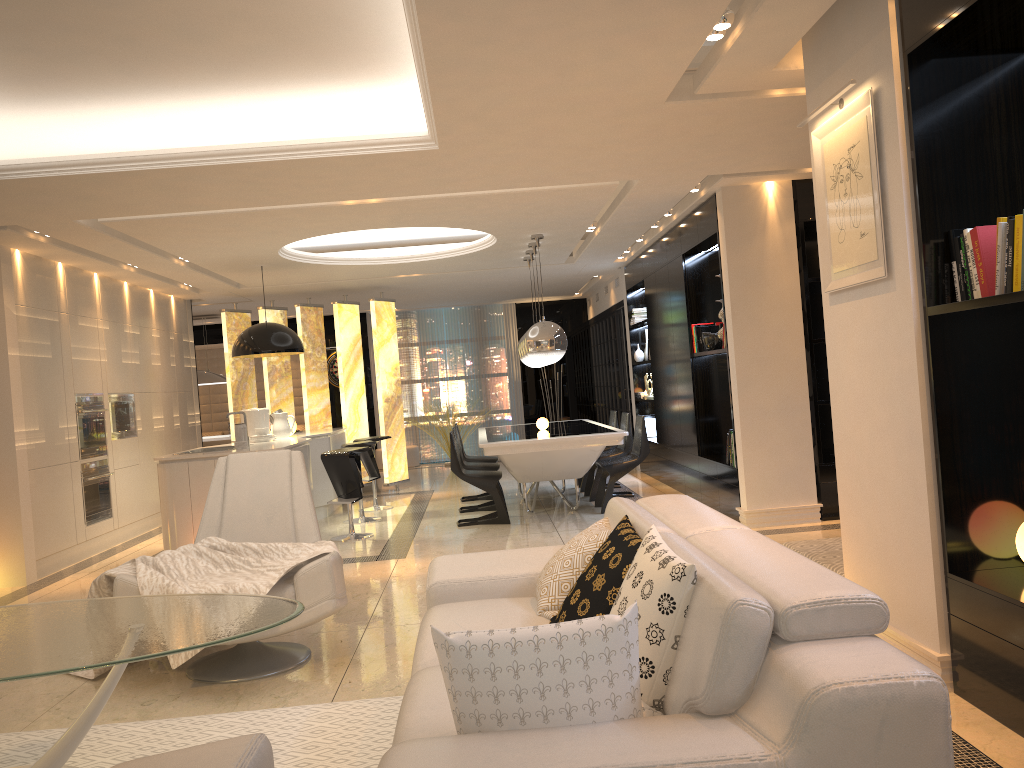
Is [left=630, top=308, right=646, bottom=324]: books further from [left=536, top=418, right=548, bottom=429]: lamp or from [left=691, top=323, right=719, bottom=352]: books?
[left=691, top=323, right=719, bottom=352]: books

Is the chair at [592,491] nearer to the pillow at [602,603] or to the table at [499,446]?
the table at [499,446]

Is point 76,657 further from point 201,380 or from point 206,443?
point 201,380

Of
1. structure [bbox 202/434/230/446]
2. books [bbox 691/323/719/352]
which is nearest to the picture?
books [bbox 691/323/719/352]

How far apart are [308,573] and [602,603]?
1.8 meters

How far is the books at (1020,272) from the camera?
2.80m

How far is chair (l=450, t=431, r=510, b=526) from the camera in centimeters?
789cm

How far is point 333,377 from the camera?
15.2m

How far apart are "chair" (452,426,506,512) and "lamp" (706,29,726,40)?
5.6m

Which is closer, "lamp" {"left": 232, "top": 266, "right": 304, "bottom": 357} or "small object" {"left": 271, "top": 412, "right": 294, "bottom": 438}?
"lamp" {"left": 232, "top": 266, "right": 304, "bottom": 357}
